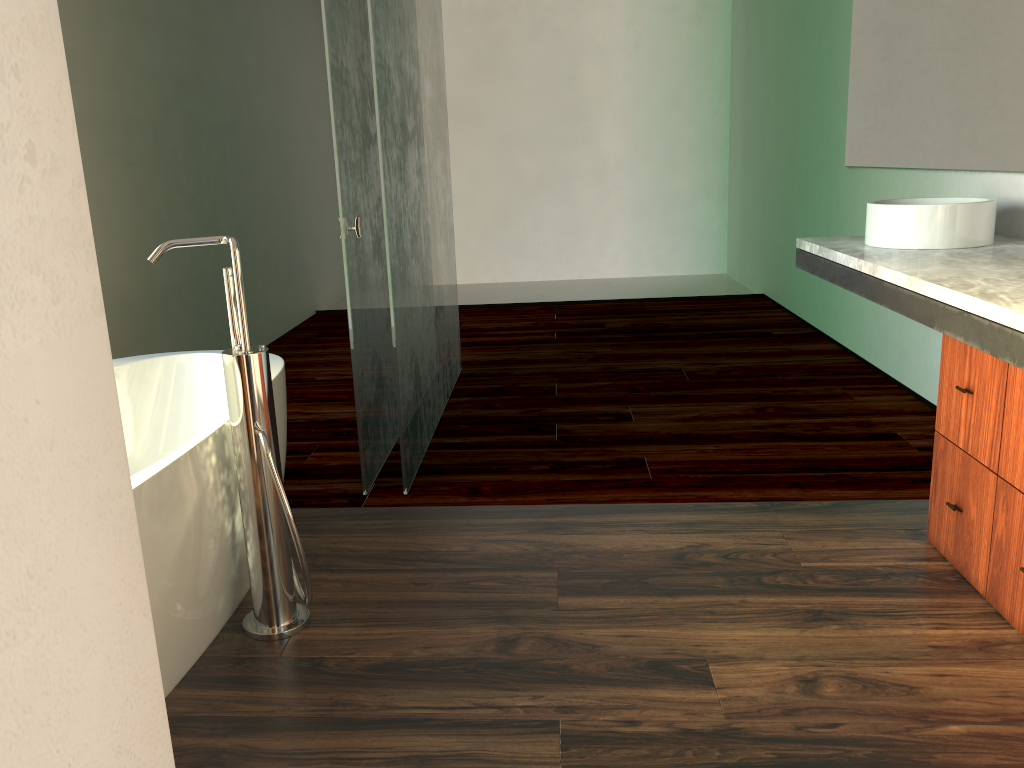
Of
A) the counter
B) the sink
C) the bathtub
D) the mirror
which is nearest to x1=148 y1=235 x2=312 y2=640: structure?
the bathtub

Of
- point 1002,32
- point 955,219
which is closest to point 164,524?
point 955,219

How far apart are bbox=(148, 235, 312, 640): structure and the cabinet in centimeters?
149cm

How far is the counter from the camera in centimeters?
176cm

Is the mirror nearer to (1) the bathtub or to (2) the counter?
(2) the counter

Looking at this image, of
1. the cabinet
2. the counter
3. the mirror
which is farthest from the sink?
the cabinet

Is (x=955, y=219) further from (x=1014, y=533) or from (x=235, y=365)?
(x=235, y=365)

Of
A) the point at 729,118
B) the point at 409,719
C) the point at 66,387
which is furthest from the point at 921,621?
the point at 729,118

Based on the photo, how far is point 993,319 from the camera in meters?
1.8

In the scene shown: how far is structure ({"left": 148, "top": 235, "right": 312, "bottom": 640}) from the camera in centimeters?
184cm
